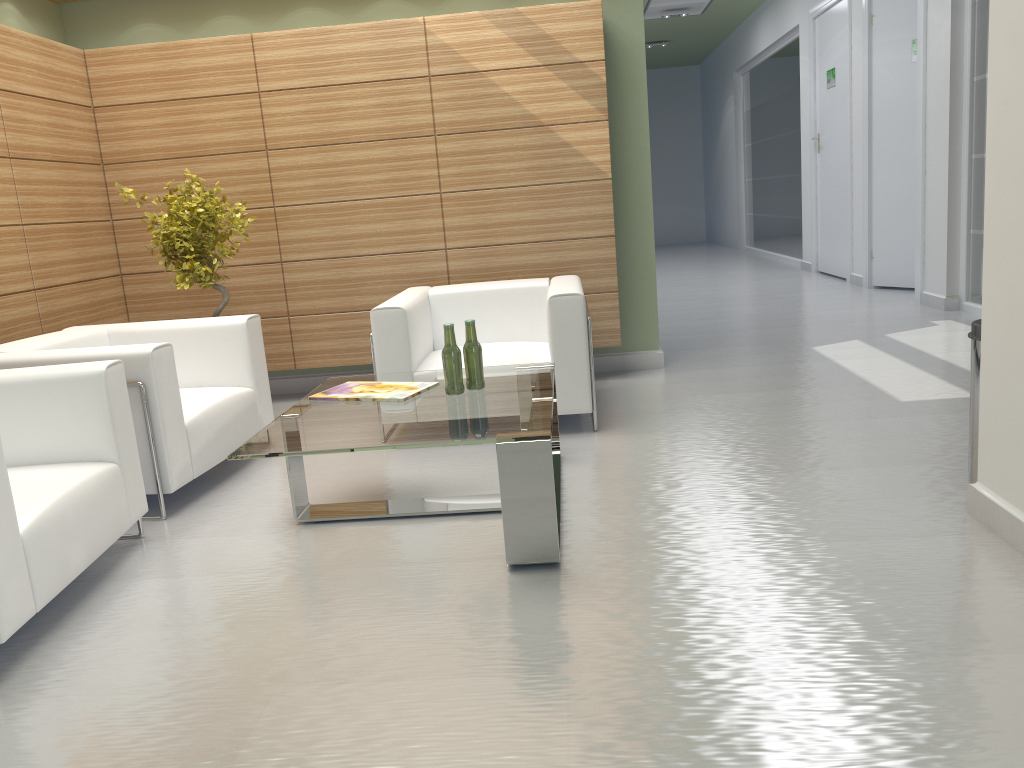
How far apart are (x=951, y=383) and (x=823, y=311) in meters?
5.3

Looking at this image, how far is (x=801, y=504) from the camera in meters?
5.5 m

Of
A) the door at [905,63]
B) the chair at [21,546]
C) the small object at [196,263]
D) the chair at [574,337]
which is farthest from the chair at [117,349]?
the door at [905,63]

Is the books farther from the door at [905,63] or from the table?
the door at [905,63]

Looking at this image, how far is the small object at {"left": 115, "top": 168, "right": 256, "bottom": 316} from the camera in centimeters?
815cm

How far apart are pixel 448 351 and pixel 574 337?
1.8 meters

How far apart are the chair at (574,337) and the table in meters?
0.6

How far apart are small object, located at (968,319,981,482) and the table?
2.61m

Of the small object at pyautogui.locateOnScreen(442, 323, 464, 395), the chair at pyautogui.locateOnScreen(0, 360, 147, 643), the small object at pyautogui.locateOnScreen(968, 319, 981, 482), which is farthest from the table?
the small object at pyautogui.locateOnScreen(968, 319, 981, 482)

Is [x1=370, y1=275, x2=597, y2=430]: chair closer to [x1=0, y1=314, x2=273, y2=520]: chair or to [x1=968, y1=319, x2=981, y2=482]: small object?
[x1=0, y1=314, x2=273, y2=520]: chair
